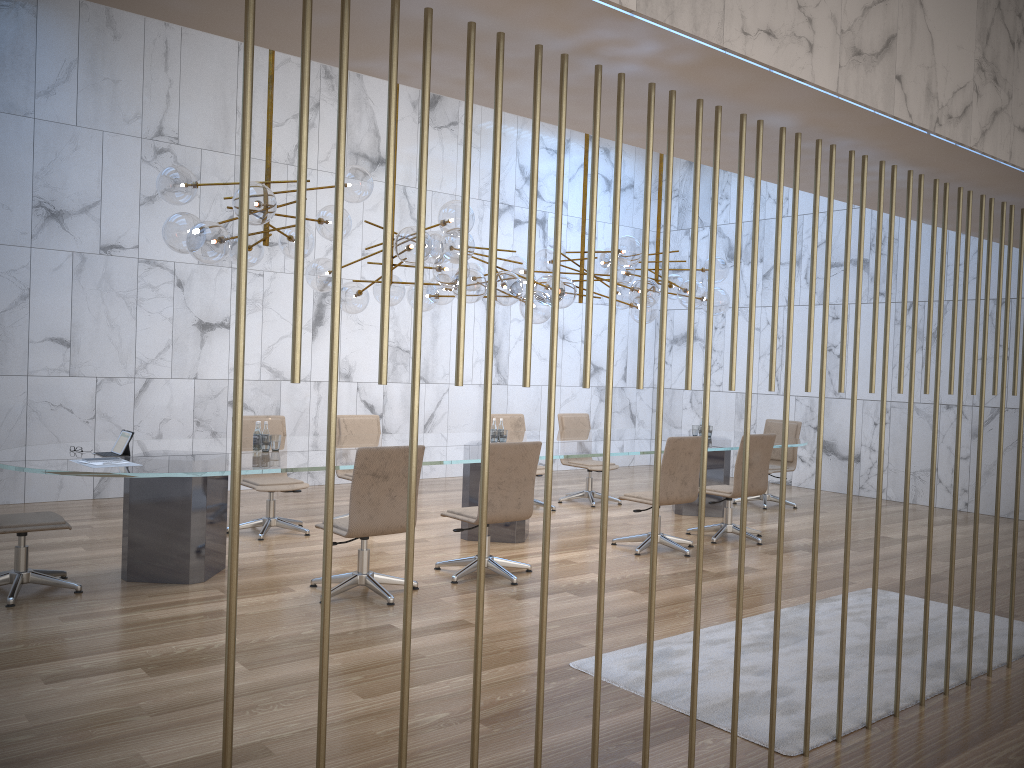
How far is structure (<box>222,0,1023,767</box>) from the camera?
2.0m

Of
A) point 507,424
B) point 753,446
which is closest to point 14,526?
point 507,424

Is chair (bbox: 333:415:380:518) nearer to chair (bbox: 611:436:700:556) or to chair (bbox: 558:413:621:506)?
chair (bbox: 558:413:621:506)

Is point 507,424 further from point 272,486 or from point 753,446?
point 272,486

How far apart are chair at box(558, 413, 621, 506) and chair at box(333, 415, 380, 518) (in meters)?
2.44

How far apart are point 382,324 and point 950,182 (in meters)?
3.33

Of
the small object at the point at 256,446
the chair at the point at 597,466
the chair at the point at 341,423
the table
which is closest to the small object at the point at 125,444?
the table

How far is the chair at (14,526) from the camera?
5.3m

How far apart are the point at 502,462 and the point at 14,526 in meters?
3.1 m

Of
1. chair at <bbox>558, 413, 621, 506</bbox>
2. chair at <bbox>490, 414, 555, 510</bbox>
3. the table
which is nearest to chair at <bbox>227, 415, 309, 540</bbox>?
the table
